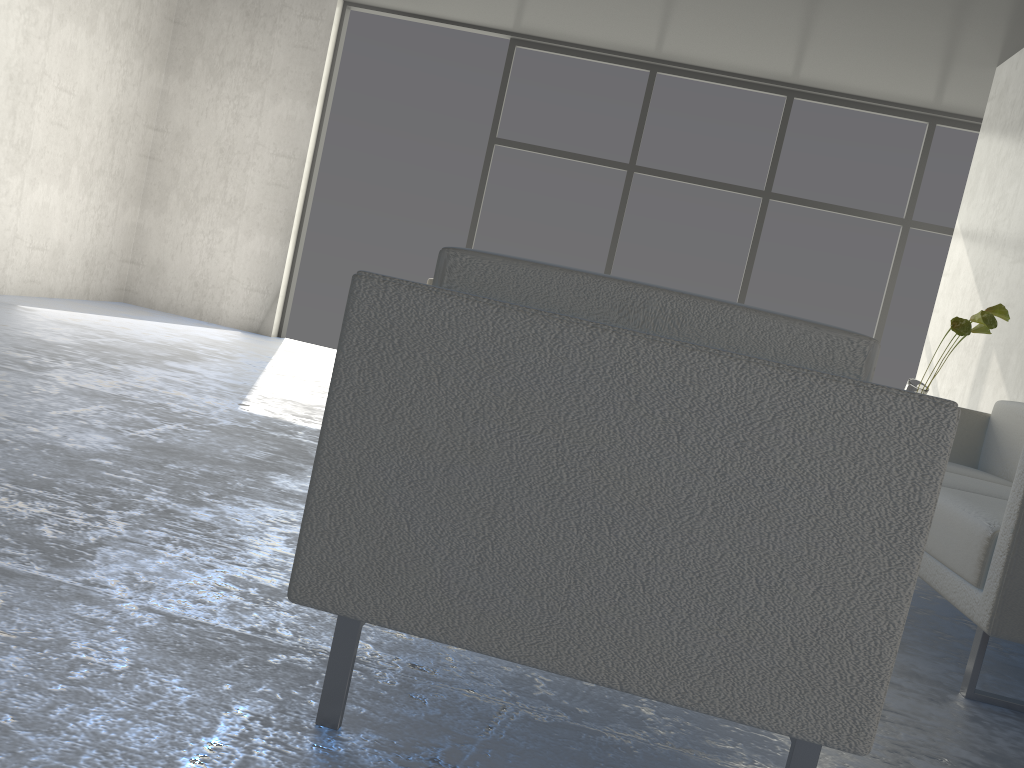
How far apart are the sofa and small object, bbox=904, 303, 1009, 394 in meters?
0.3

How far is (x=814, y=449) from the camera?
1.05m

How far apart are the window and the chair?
5.3m

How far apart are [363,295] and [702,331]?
0.4 meters

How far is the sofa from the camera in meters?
1.8 m

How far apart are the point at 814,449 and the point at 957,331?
2.9 meters

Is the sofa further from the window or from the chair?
the window

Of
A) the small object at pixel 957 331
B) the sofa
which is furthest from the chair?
the small object at pixel 957 331

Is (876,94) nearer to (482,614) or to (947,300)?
(947,300)

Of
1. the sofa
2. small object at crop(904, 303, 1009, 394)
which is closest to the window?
small object at crop(904, 303, 1009, 394)
